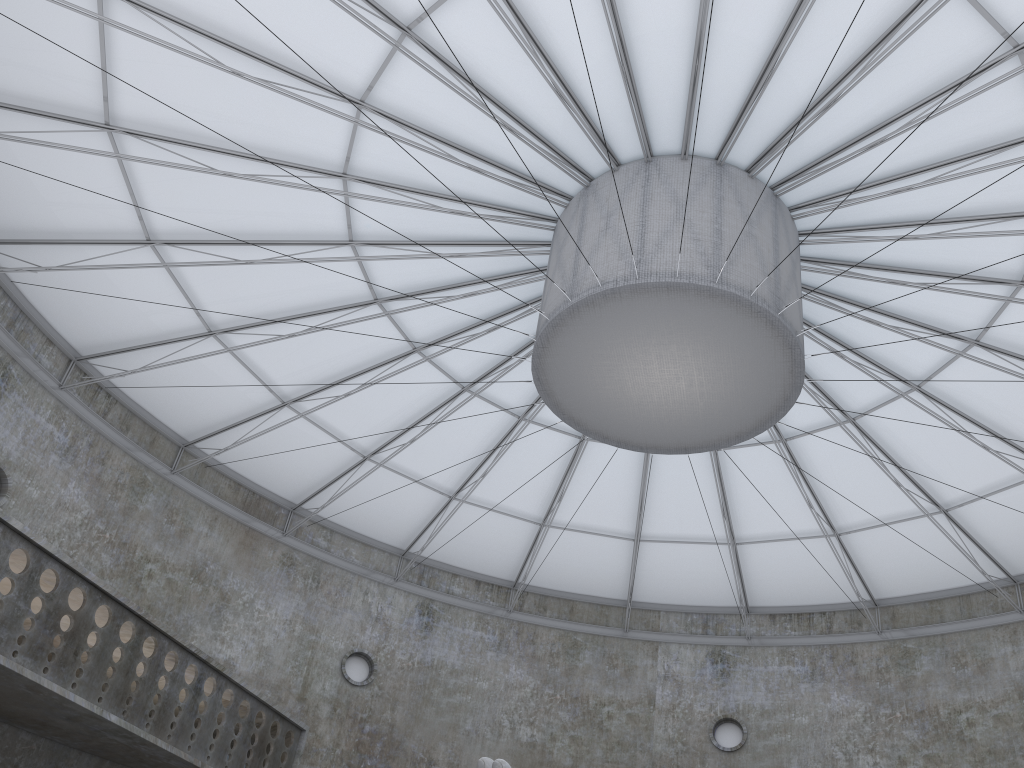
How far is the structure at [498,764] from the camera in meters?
16.2 m

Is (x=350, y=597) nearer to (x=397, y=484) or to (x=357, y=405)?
(x=397, y=484)

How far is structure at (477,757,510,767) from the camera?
16.2m

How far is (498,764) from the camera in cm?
1616
